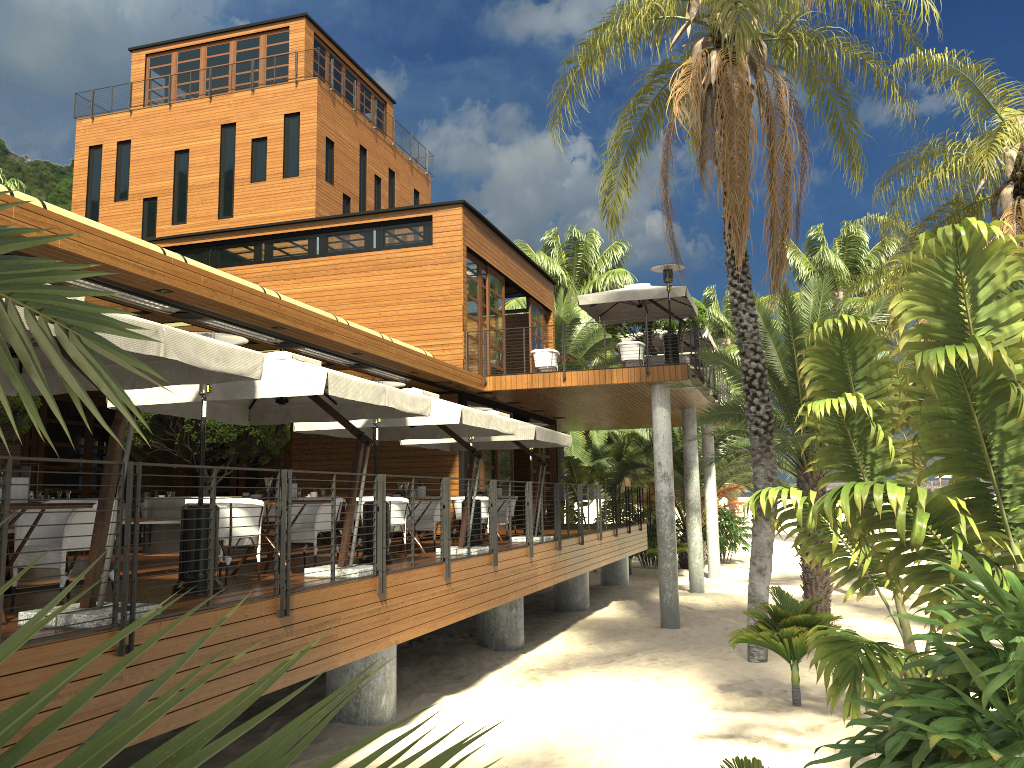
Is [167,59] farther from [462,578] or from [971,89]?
[462,578]

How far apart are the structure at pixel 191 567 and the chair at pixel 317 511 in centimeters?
222cm

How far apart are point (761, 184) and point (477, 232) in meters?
8.0

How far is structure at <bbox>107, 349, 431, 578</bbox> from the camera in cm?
792

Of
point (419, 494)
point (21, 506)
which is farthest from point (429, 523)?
point (21, 506)

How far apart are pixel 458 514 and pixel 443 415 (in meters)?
4.03

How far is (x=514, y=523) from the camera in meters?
16.4

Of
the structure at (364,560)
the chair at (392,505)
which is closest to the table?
the structure at (364,560)

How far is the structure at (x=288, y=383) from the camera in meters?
7.9 m

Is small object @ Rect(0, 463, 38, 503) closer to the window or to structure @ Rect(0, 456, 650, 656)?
structure @ Rect(0, 456, 650, 656)
